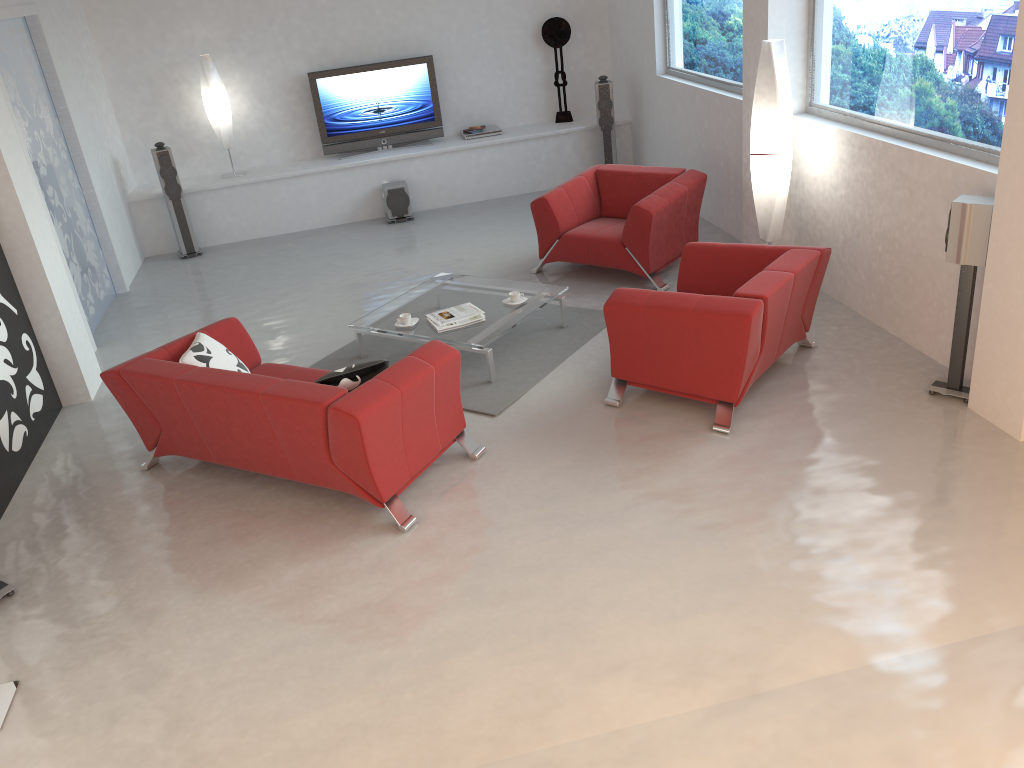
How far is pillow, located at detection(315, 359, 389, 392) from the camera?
4.5m

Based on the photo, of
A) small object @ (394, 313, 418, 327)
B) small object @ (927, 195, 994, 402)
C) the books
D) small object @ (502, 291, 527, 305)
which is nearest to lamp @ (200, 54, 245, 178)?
small object @ (394, 313, 418, 327)

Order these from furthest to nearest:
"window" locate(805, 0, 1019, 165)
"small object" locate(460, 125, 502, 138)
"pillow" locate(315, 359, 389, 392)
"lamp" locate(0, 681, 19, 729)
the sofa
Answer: "small object" locate(460, 125, 502, 138), "window" locate(805, 0, 1019, 165), "pillow" locate(315, 359, 389, 392), the sofa, "lamp" locate(0, 681, 19, 729)

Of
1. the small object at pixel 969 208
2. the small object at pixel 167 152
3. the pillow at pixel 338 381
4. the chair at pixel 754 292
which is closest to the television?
the small object at pixel 167 152

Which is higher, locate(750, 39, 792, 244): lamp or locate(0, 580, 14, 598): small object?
locate(750, 39, 792, 244): lamp

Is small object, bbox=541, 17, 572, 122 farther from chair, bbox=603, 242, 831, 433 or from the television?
chair, bbox=603, 242, 831, 433

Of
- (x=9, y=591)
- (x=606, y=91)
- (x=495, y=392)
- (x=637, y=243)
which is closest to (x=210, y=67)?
(x=606, y=91)

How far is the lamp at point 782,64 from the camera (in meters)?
5.88

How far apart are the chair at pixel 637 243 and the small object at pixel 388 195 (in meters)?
2.55

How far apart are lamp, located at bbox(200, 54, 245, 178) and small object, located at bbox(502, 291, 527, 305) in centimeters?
481cm
